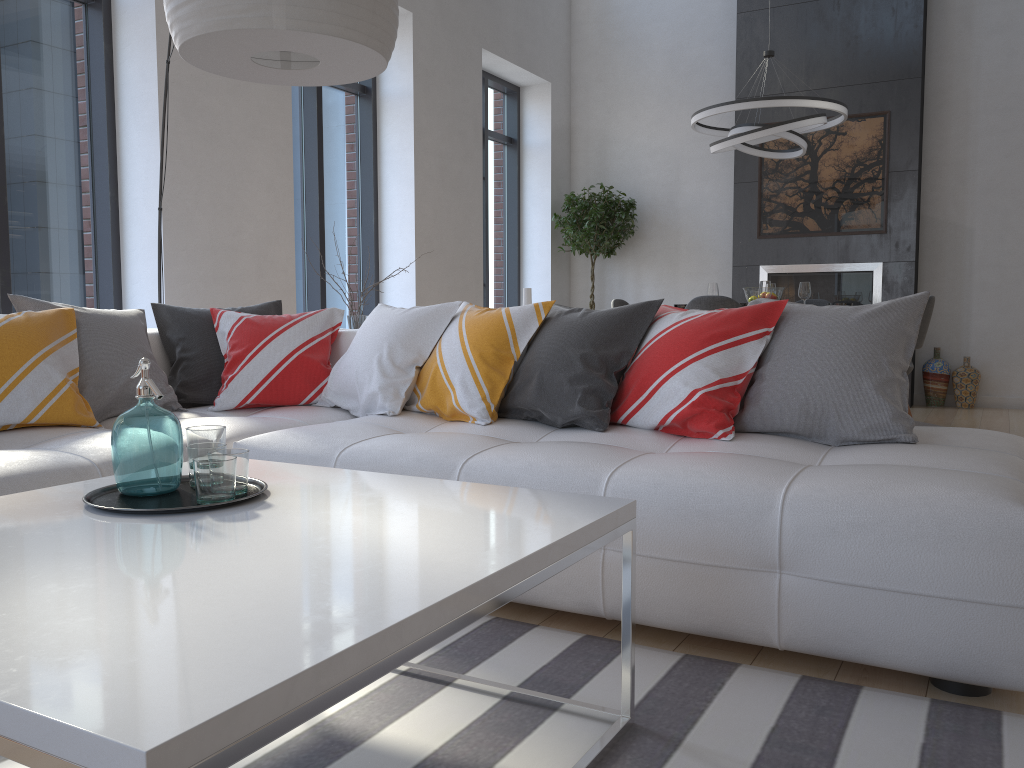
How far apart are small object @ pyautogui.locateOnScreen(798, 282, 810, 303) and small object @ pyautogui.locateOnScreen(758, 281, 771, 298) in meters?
0.4 m

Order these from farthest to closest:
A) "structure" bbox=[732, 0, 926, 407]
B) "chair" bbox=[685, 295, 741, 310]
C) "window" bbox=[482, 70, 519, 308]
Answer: "window" bbox=[482, 70, 519, 308] → "structure" bbox=[732, 0, 926, 407] → "chair" bbox=[685, 295, 741, 310]

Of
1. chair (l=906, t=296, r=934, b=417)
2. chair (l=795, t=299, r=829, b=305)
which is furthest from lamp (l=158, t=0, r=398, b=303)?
chair (l=795, t=299, r=829, b=305)

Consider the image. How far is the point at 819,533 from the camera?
1.86m

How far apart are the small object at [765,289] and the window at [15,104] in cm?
385

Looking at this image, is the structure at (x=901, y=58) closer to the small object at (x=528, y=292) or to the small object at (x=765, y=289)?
the small object at (x=765, y=289)

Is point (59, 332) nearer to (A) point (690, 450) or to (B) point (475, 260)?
(A) point (690, 450)

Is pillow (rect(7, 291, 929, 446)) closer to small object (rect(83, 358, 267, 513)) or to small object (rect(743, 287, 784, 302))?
small object (rect(83, 358, 267, 513))

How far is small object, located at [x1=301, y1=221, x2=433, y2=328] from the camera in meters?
4.1

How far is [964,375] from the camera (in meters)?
7.21
